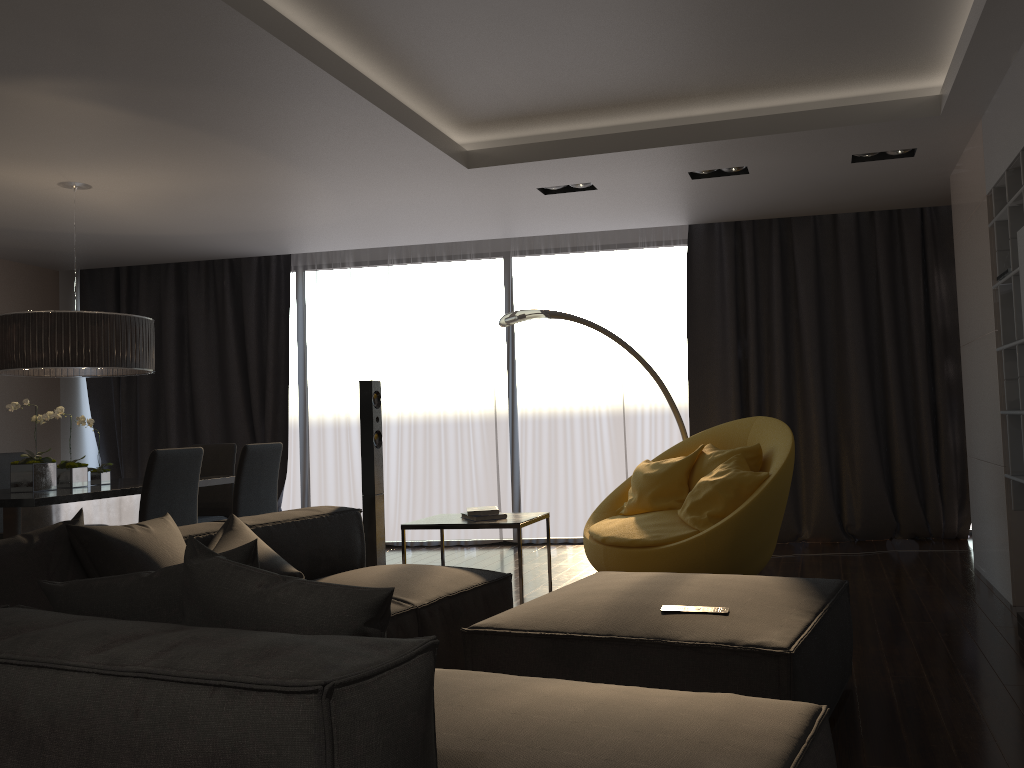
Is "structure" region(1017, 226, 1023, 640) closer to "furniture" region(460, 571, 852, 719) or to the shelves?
the shelves

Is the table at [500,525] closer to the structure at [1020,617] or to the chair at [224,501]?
the structure at [1020,617]

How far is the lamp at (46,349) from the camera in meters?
4.9

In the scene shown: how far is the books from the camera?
4.28m

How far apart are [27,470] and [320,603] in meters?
4.0

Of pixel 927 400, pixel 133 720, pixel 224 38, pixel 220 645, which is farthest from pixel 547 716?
pixel 927 400

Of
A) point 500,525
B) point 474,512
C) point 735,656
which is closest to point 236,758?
point 735,656

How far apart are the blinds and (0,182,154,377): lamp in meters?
2.2 m

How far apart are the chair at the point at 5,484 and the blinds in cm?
190

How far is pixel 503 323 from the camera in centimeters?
579cm
